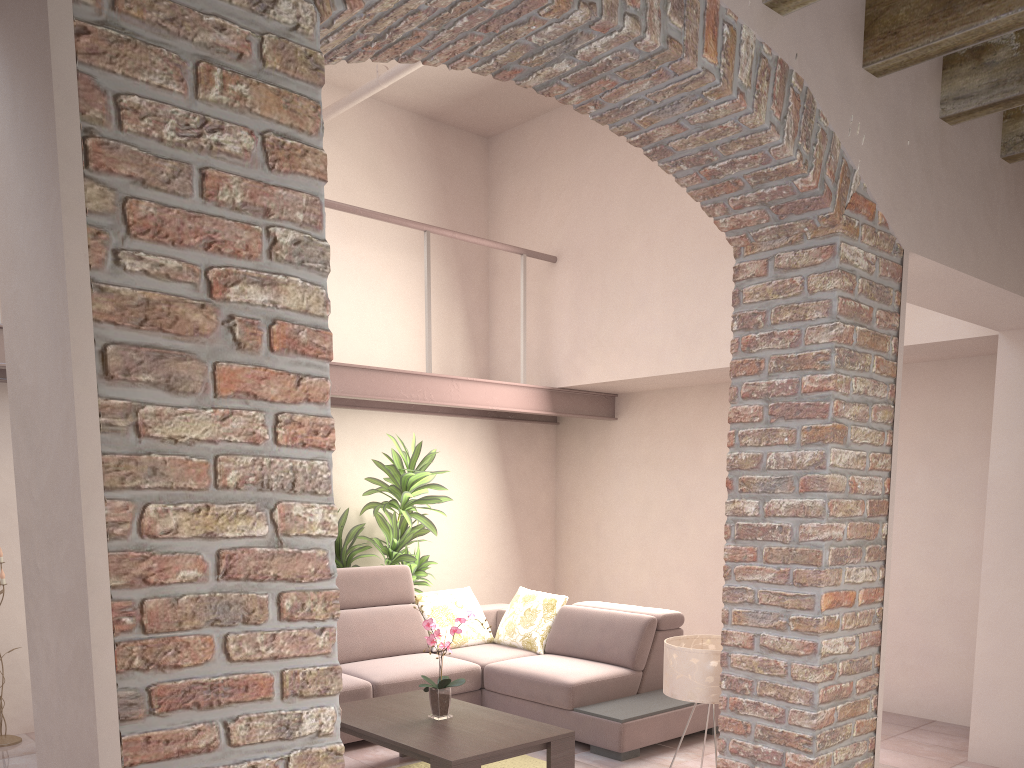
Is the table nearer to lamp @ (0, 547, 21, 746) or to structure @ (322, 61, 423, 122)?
lamp @ (0, 547, 21, 746)

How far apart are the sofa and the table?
0.31m

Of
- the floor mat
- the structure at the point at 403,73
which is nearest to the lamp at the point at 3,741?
the floor mat

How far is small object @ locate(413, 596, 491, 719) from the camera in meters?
4.3

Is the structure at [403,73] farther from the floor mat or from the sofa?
the floor mat

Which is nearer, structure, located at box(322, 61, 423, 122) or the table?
the table

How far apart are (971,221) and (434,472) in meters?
3.8 m

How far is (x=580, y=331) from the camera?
6.60m

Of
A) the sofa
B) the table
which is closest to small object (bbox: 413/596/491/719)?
the table

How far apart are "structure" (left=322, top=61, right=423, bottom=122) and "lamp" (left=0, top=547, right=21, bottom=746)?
4.7 meters
